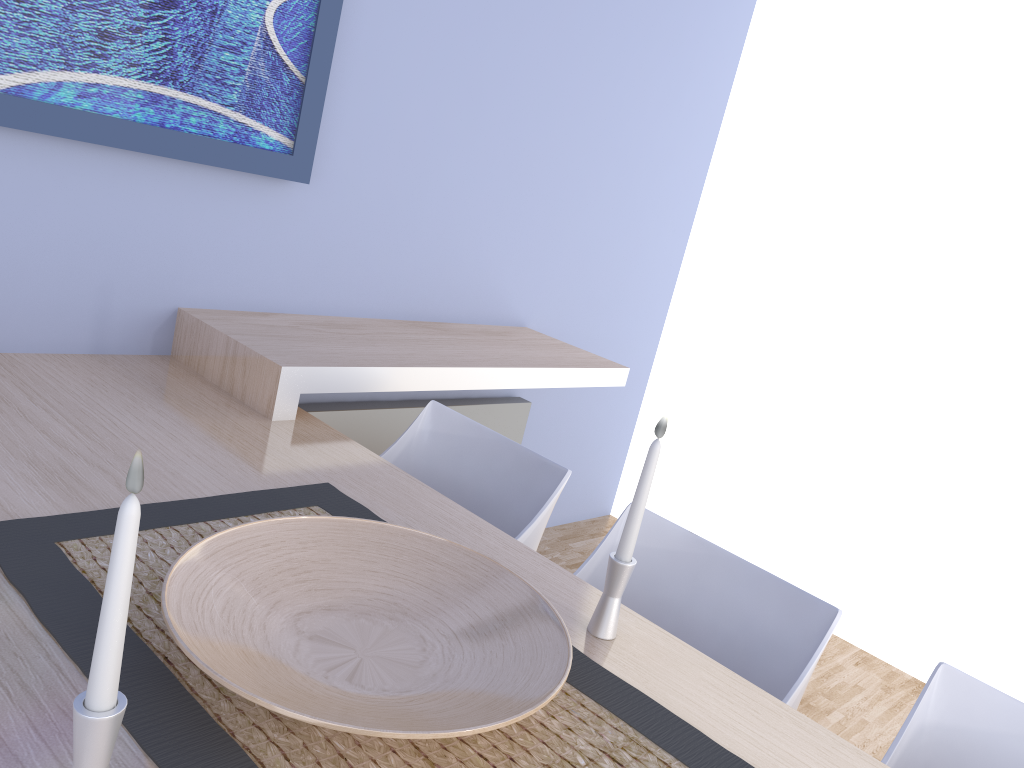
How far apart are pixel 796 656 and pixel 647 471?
0.49m

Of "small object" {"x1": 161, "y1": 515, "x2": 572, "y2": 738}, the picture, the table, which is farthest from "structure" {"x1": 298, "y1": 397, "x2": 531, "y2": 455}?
"small object" {"x1": 161, "y1": 515, "x2": 572, "y2": 738}

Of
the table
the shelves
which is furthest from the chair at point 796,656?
the shelves

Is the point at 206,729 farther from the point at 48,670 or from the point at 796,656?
the point at 796,656

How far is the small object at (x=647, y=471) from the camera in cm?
126

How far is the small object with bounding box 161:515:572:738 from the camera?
0.94m

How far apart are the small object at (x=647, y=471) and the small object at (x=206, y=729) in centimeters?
7cm

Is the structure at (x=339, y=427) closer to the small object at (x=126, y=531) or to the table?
the table

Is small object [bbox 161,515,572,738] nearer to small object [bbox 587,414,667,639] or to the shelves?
small object [bbox 587,414,667,639]

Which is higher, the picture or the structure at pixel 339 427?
the picture
